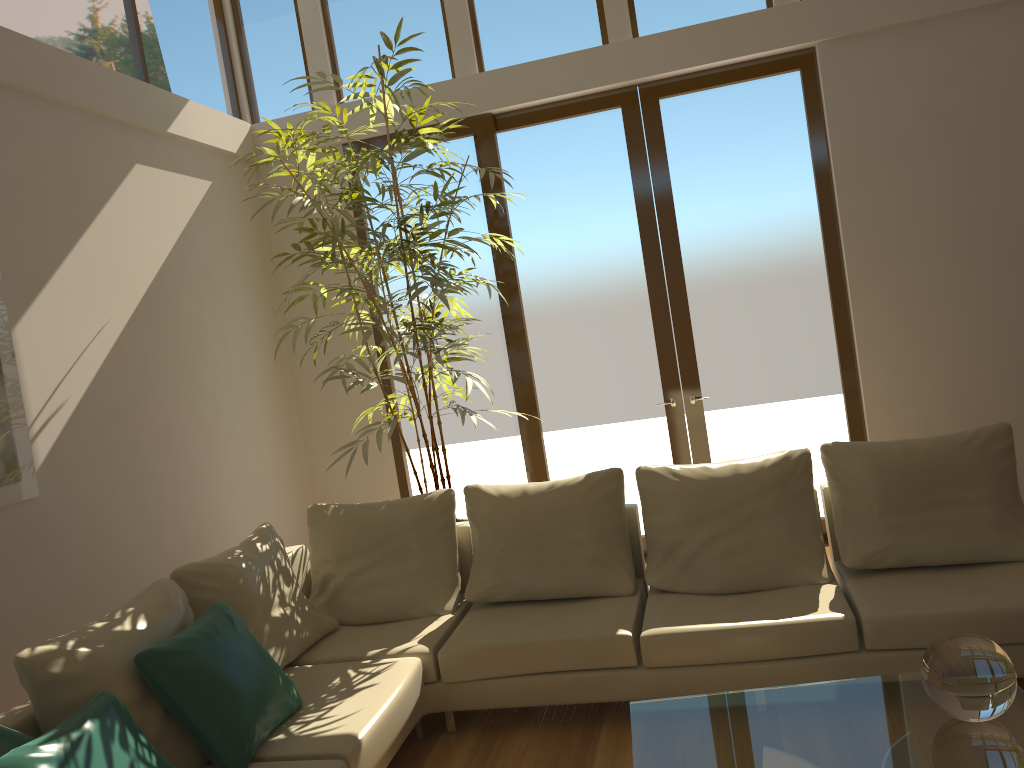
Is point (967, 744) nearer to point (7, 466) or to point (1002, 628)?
point (1002, 628)

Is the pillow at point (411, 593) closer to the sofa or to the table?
the sofa

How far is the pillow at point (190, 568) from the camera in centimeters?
358cm

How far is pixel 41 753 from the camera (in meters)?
2.32

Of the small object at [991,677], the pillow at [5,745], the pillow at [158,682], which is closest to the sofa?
the pillow at [158,682]

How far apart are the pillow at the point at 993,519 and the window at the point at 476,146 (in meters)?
2.34

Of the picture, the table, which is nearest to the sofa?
the table

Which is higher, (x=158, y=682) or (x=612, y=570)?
(x=158, y=682)

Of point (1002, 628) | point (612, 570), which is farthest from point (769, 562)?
point (1002, 628)

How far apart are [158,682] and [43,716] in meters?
0.3
